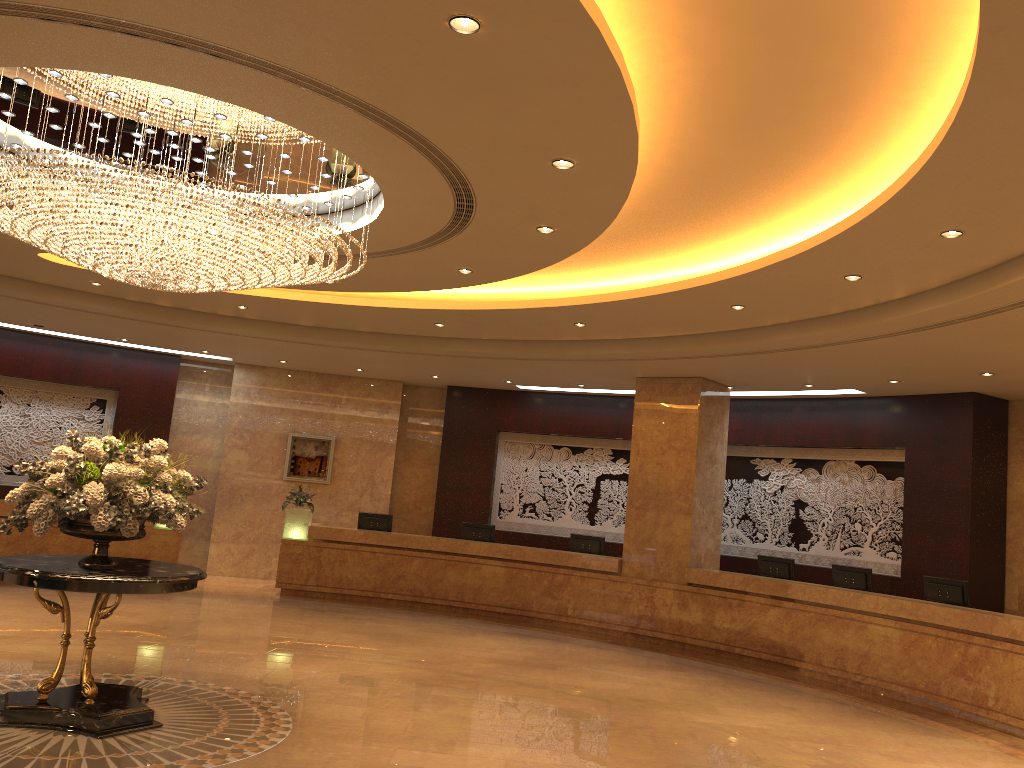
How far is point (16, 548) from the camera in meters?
13.2

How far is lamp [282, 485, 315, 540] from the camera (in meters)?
14.65

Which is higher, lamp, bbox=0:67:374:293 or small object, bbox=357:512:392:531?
lamp, bbox=0:67:374:293

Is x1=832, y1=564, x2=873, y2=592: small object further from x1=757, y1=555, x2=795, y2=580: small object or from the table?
the table

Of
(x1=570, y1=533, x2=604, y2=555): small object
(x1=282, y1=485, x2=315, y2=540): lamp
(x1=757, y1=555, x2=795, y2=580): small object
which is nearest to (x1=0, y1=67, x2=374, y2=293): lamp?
(x1=282, y1=485, x2=315, y2=540): lamp

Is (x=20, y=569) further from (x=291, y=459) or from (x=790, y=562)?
(x=291, y=459)

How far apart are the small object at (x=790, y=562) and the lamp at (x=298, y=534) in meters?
7.2 m

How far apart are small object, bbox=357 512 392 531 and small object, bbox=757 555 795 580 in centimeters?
625cm

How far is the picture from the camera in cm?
1679

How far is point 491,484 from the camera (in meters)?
16.79
